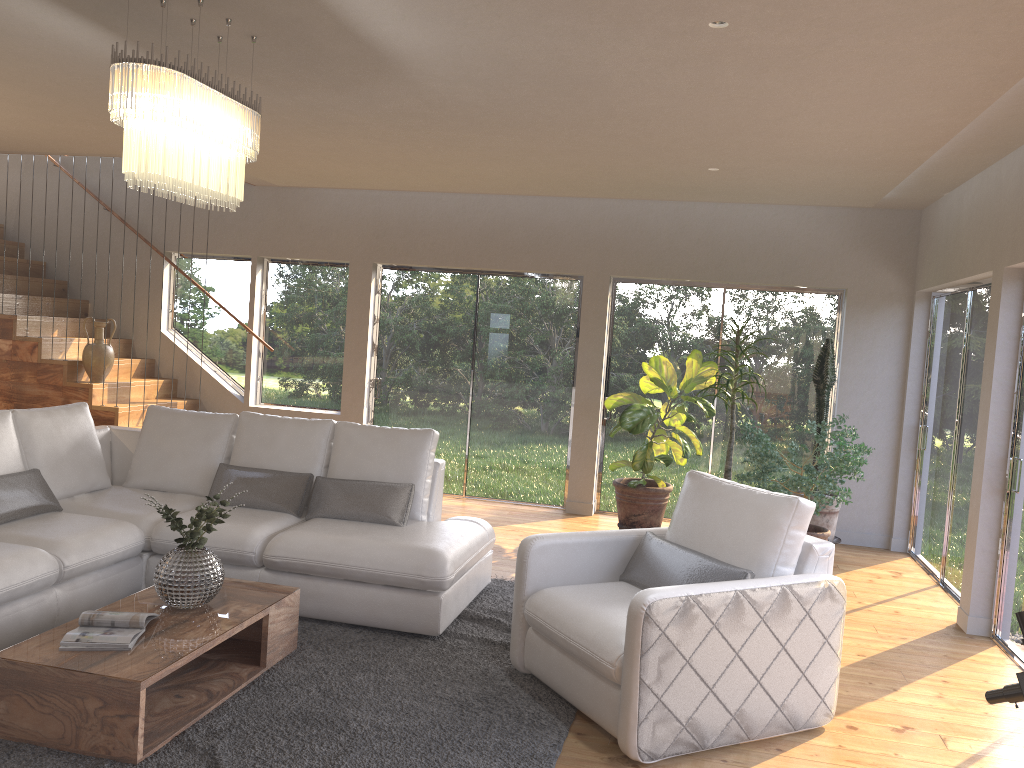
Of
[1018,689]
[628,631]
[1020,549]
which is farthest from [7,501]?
[1020,549]

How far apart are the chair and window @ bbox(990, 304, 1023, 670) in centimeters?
168cm

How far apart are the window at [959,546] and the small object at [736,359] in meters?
1.5

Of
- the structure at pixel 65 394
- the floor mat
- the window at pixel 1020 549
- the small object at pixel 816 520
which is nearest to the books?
the floor mat

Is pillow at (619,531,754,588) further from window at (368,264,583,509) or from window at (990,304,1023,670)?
window at (368,264,583,509)

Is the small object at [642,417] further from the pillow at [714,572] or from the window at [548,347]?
the pillow at [714,572]

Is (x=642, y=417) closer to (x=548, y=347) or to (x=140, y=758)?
(x=548, y=347)

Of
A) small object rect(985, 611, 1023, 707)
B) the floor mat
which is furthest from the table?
small object rect(985, 611, 1023, 707)

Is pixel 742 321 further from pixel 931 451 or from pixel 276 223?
pixel 276 223

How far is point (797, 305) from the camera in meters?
7.6 m
